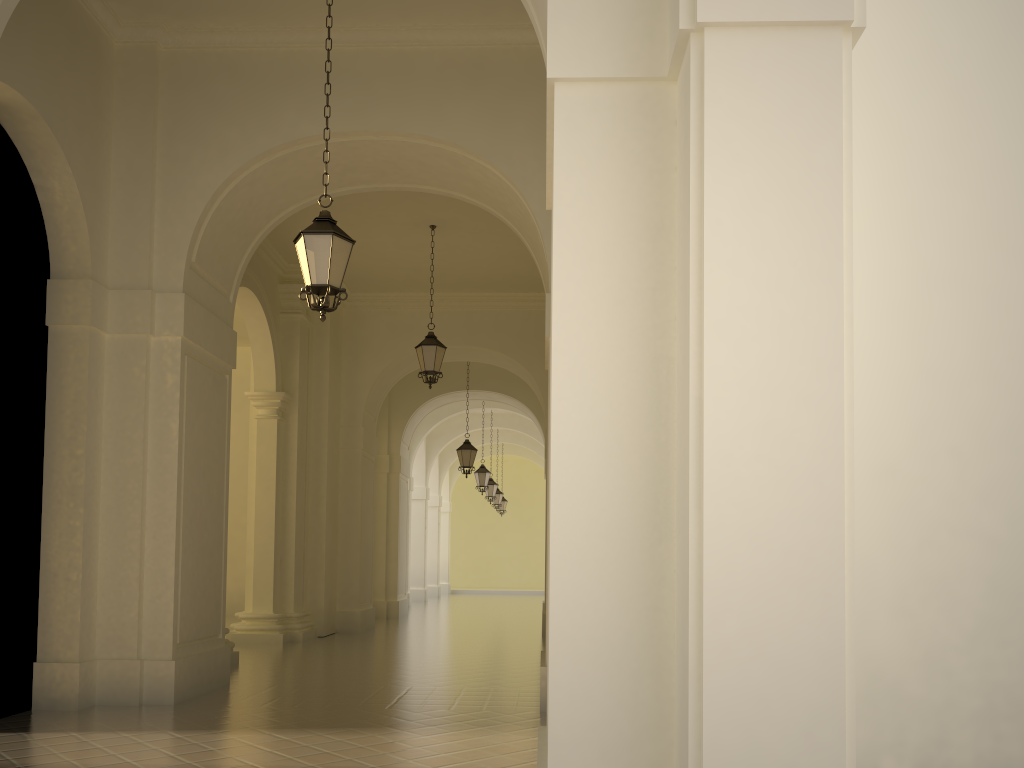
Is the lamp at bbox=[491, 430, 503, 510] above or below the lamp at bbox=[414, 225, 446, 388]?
below

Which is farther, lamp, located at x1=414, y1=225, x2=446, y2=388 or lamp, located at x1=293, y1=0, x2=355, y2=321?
lamp, located at x1=414, y1=225, x2=446, y2=388

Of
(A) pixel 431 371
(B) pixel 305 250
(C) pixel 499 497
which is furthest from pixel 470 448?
(B) pixel 305 250

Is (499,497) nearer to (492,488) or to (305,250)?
(492,488)

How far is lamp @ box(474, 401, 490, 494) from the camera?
24.7 meters

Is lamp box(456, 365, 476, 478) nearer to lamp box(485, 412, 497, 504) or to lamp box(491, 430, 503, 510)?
lamp box(485, 412, 497, 504)

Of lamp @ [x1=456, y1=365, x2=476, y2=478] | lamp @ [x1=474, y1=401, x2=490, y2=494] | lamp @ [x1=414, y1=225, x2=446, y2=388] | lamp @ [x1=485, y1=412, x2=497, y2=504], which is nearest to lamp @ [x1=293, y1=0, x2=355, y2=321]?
lamp @ [x1=414, y1=225, x2=446, y2=388]

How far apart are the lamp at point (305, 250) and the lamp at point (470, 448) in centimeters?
1259cm

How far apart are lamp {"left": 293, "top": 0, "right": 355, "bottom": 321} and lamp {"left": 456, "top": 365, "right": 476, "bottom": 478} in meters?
12.6

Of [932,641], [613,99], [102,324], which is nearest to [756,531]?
[613,99]
